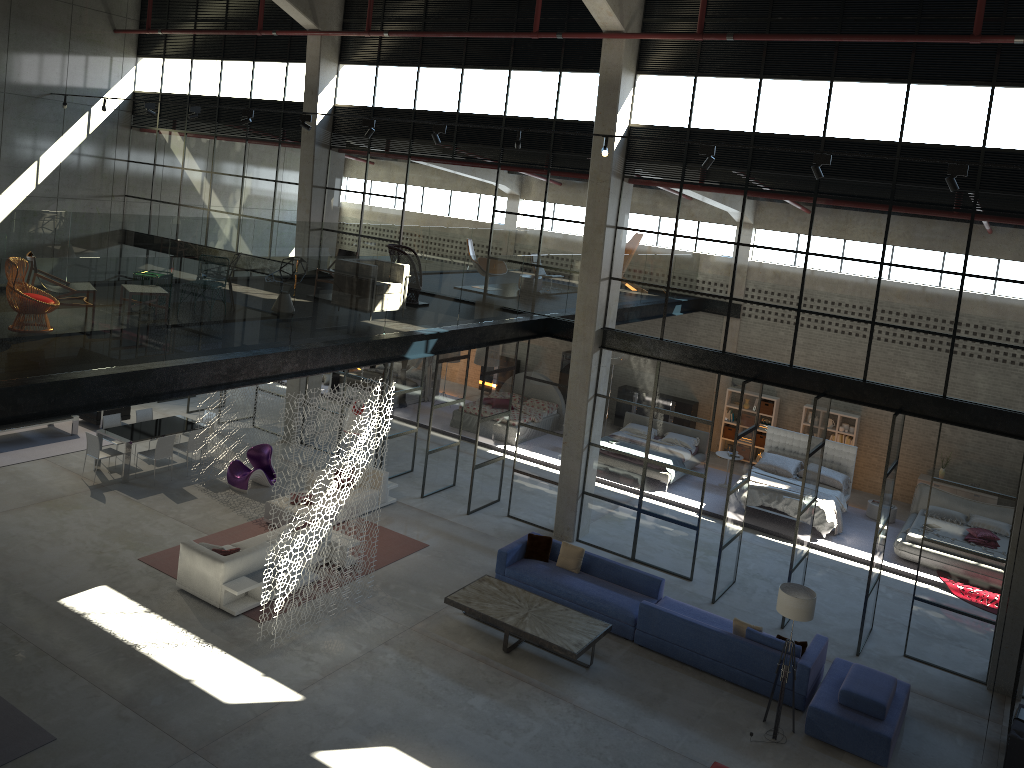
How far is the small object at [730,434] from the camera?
22.1m

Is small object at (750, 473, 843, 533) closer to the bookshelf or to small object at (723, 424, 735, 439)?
small object at (723, 424, 735, 439)

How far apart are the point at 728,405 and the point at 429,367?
7.9m

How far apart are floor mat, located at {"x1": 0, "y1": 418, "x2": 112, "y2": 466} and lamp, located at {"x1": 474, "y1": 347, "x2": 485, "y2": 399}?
9.4 meters

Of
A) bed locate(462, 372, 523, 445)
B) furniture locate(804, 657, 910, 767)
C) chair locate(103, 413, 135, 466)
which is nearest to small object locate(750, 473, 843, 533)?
bed locate(462, 372, 523, 445)

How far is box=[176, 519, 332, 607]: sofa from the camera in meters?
12.2 m

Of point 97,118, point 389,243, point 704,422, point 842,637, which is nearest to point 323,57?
point 389,243

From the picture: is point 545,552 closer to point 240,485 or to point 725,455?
point 240,485

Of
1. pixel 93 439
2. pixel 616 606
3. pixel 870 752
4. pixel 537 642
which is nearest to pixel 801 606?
pixel 870 752

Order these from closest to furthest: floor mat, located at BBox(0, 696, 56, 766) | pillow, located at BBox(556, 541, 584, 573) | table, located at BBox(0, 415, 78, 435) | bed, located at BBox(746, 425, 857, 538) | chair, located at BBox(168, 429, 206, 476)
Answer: floor mat, located at BBox(0, 696, 56, 766)
pillow, located at BBox(556, 541, 584, 573)
chair, located at BBox(168, 429, 206, 476)
bed, located at BBox(746, 425, 857, 538)
table, located at BBox(0, 415, 78, 435)
